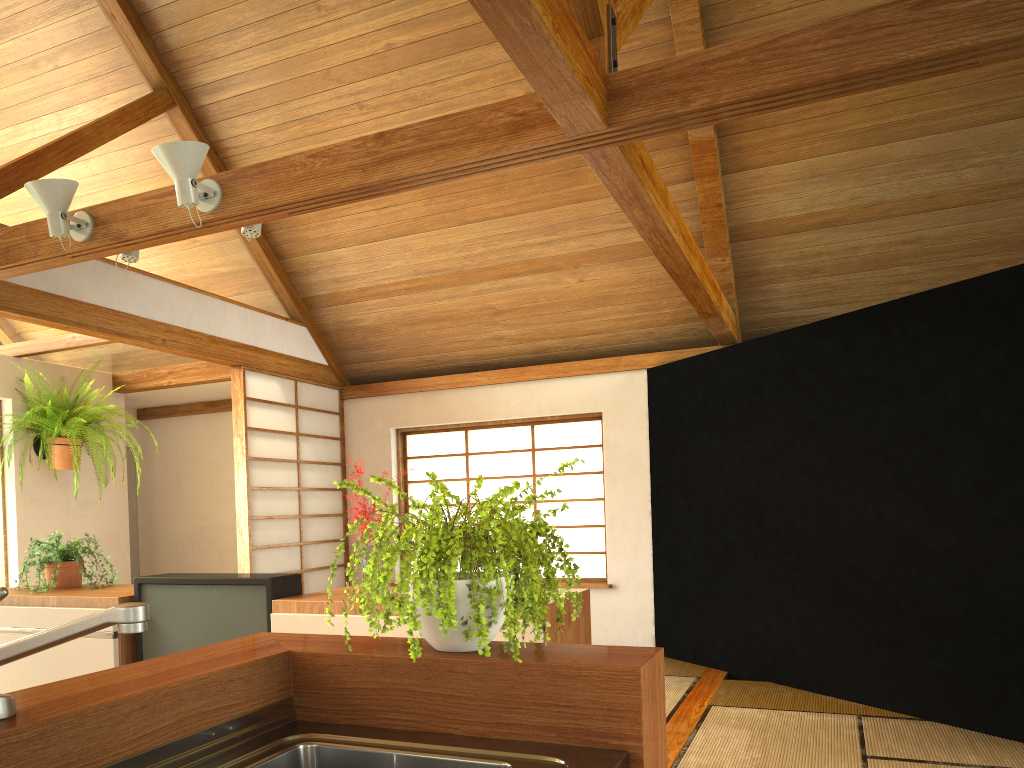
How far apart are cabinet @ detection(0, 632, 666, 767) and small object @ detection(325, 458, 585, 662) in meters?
0.0 m

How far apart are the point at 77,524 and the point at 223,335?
1.9 meters

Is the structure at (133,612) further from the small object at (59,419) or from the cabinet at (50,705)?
the small object at (59,419)

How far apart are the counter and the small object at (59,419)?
4.4m

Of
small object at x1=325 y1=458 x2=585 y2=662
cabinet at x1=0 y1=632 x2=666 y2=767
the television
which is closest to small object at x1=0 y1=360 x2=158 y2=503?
the television

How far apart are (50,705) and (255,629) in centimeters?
190cm

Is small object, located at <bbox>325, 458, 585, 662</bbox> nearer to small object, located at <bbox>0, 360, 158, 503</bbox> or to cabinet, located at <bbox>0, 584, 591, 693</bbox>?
cabinet, located at <bbox>0, 584, 591, 693</bbox>

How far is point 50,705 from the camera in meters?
1.1

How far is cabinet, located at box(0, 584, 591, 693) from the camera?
2.9 meters

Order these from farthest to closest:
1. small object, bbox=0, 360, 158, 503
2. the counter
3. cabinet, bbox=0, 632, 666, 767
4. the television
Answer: small object, bbox=0, 360, 158, 503, the television, the counter, cabinet, bbox=0, 632, 666, 767
